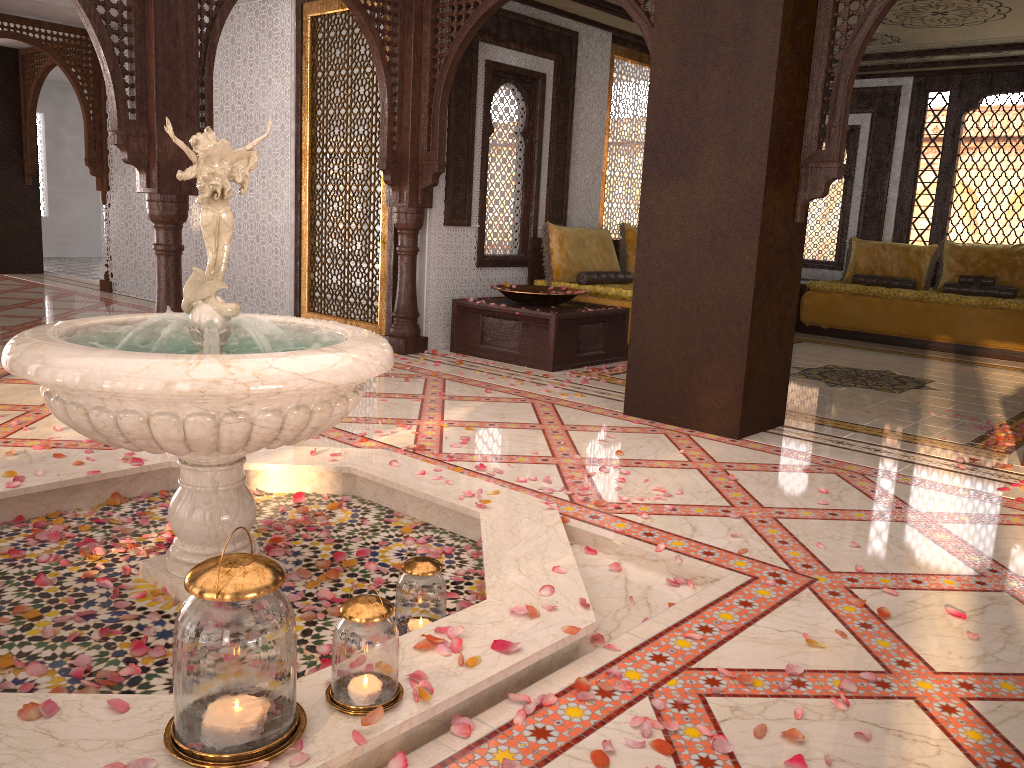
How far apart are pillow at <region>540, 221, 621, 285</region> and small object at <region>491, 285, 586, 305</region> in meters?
0.3

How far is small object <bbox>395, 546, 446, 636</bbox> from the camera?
2.40m

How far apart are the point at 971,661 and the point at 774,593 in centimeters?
57cm

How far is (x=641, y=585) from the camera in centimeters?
291cm

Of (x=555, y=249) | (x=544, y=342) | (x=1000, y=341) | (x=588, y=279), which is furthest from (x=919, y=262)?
(x=544, y=342)

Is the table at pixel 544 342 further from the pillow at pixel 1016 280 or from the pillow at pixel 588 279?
the pillow at pixel 1016 280

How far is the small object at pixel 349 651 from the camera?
1.8m

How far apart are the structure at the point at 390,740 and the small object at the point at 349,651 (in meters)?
0.02

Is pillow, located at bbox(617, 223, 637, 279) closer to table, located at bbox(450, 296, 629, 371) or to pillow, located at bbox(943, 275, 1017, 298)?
table, located at bbox(450, 296, 629, 371)

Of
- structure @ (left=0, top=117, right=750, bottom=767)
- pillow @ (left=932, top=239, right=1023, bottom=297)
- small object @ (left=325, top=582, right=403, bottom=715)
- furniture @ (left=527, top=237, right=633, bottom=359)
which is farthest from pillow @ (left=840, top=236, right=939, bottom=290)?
small object @ (left=325, top=582, right=403, bottom=715)
